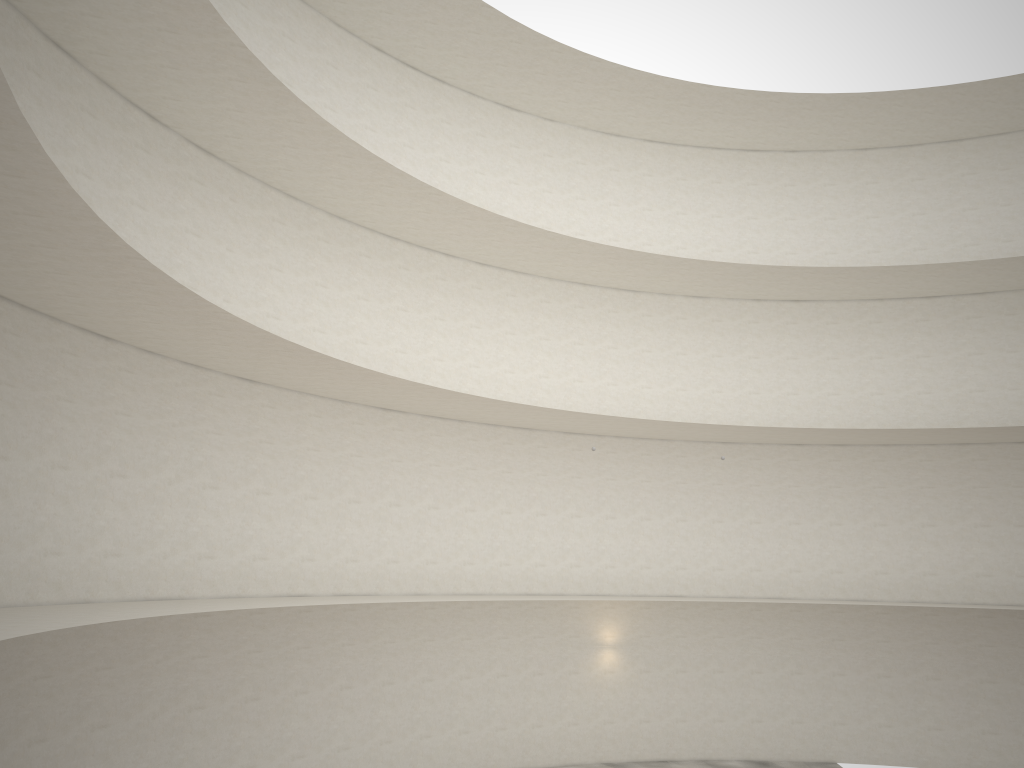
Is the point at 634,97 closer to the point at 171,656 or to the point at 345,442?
the point at 345,442
